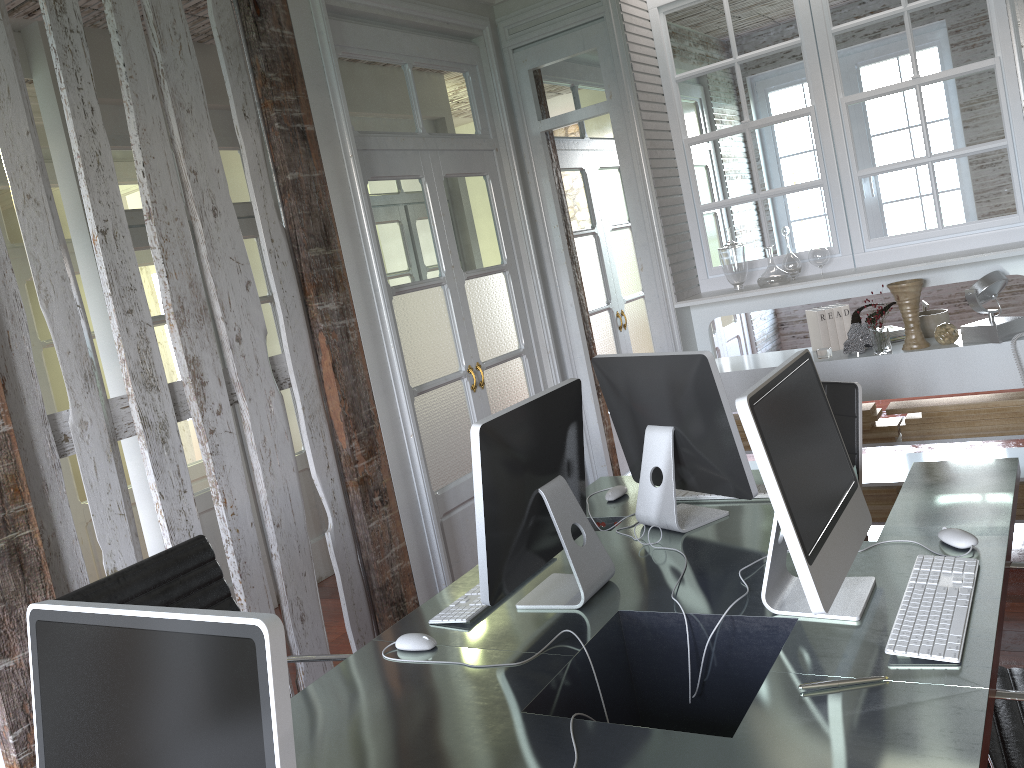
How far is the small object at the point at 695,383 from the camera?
2.3m

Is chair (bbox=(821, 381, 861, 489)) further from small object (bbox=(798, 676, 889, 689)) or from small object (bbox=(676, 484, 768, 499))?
small object (bbox=(798, 676, 889, 689))

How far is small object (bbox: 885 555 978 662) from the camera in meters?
1.6

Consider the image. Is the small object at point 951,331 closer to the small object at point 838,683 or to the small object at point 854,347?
the small object at point 854,347

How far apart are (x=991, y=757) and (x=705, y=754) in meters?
0.5 m

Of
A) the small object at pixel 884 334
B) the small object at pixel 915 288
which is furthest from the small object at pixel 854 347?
the small object at pixel 915 288

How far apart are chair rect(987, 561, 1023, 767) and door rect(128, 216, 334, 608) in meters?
3.6 m

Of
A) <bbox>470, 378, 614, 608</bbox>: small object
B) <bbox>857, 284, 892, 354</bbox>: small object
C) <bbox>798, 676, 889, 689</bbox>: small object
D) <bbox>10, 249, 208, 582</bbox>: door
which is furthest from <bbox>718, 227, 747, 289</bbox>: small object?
<bbox>10, 249, 208, 582</bbox>: door

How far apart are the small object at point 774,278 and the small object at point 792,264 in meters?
0.1

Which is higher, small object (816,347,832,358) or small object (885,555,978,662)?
small object (816,347,832,358)
